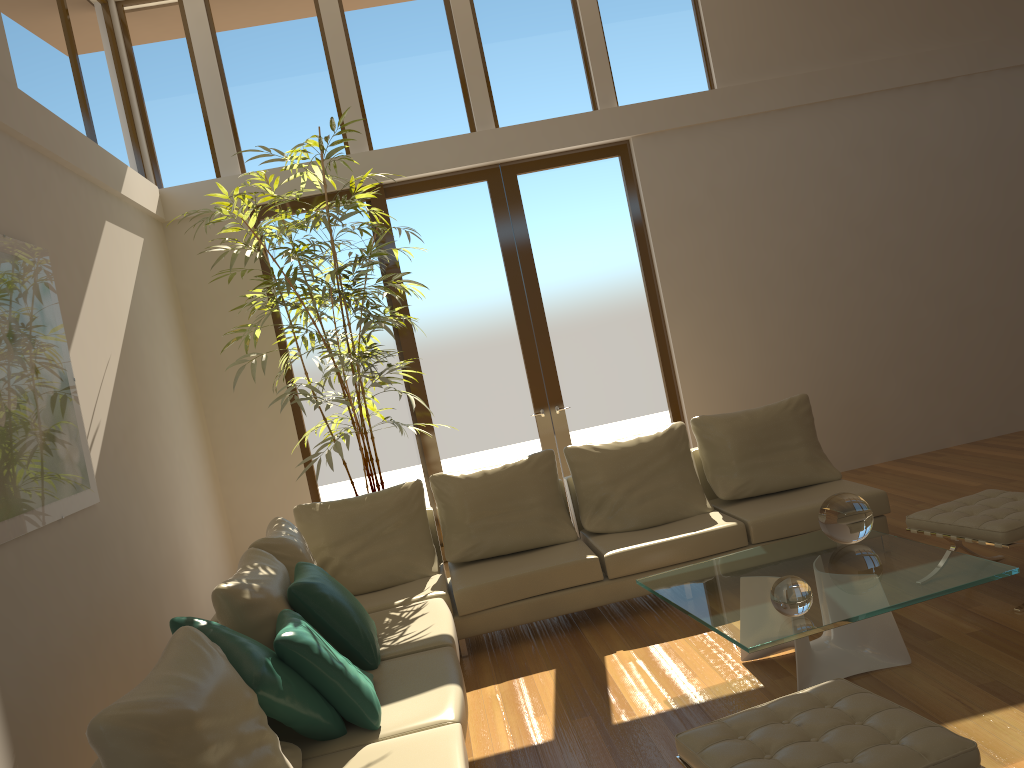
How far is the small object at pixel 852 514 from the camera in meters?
4.0

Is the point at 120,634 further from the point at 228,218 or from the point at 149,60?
the point at 149,60

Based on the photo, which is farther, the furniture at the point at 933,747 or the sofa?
the sofa

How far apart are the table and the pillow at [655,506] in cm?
106

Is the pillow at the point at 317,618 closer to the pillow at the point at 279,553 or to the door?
Result: the pillow at the point at 279,553

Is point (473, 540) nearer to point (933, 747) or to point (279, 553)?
point (279, 553)

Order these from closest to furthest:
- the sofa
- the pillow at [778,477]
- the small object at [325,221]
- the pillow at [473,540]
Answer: the sofa → the pillow at [473,540] → the pillow at [778,477] → the small object at [325,221]

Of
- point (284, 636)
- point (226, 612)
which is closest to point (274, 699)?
point (284, 636)

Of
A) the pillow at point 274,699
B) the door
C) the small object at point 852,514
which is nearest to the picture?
the pillow at point 274,699

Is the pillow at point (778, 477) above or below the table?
above
